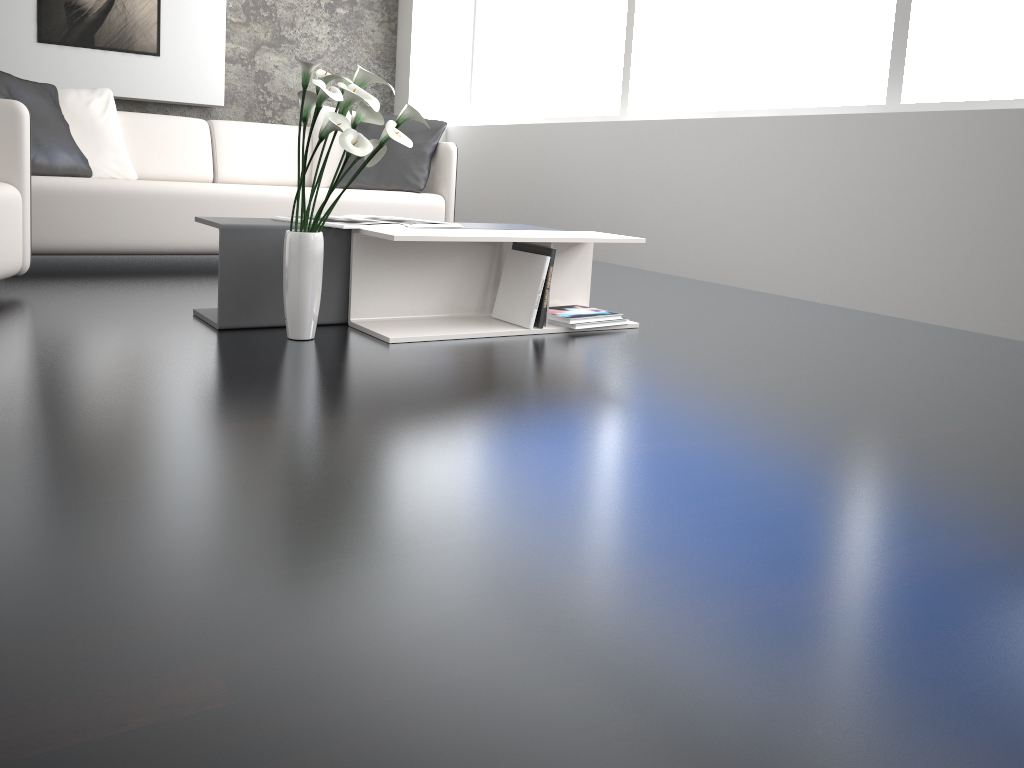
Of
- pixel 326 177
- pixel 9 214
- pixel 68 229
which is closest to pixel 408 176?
pixel 326 177

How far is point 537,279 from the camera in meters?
2.8 m

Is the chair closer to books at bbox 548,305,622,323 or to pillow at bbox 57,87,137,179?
pillow at bbox 57,87,137,179

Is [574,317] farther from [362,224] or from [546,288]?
[362,224]

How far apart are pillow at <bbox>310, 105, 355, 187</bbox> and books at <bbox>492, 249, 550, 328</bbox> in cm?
208

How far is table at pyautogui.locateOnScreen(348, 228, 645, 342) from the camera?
2.7 meters

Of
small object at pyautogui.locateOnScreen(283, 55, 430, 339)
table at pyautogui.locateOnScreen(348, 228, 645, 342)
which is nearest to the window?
table at pyautogui.locateOnScreen(348, 228, 645, 342)

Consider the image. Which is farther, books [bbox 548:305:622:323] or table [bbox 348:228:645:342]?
books [bbox 548:305:622:323]

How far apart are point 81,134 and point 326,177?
1.2 meters

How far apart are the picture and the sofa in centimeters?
179cm
